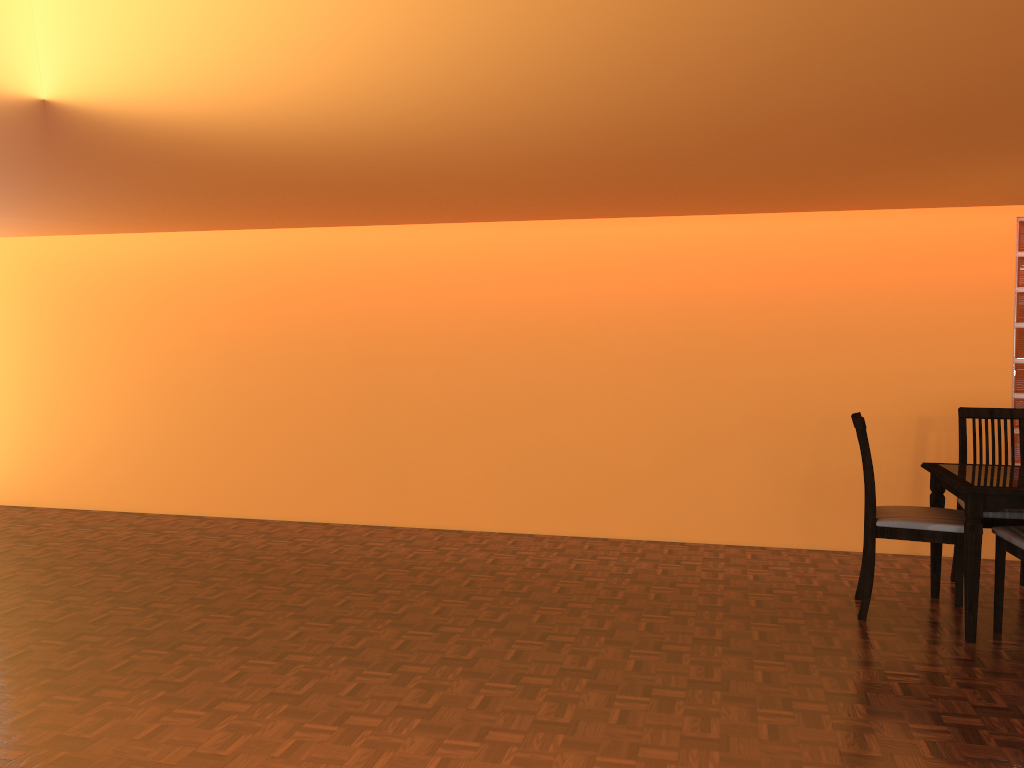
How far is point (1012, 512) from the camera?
3.6m

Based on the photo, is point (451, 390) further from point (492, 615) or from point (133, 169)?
point (133, 169)

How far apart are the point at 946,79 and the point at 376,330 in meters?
3.6

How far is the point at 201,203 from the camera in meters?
4.0 m

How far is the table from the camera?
3.2m

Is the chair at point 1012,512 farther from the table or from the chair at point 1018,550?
the chair at point 1018,550

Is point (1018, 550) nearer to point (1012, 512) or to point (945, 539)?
point (945, 539)

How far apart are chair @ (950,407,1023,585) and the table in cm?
17

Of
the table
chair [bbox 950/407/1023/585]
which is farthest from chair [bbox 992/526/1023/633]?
chair [bbox 950/407/1023/585]

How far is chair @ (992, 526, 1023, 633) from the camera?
3.2m
